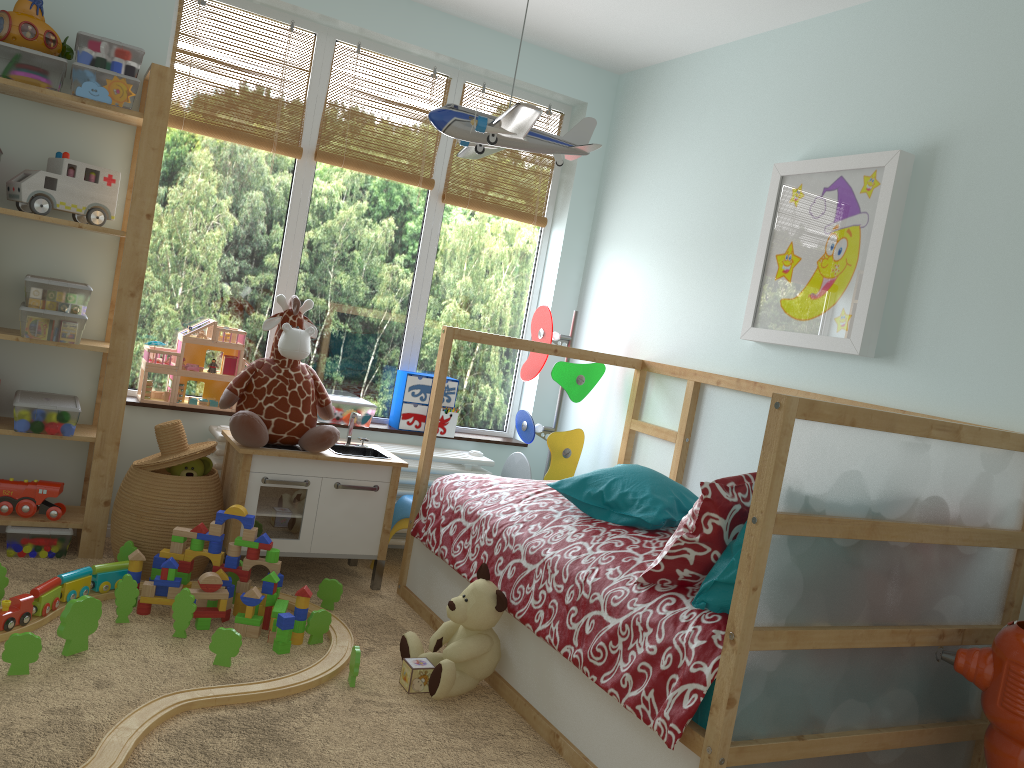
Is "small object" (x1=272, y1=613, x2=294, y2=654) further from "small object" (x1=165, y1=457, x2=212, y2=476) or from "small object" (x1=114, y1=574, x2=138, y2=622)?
"small object" (x1=165, y1=457, x2=212, y2=476)

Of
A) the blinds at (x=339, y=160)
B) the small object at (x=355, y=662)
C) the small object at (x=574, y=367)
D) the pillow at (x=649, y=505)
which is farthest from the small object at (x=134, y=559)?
the blinds at (x=339, y=160)

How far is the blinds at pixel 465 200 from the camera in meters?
3.8

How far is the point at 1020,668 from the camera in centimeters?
178cm

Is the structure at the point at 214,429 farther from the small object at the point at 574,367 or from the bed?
the bed

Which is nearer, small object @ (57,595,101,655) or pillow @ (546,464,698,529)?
small object @ (57,595,101,655)

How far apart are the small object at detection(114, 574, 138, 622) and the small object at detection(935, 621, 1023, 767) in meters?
2.1 m

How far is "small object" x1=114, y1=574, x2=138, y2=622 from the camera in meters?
2.5

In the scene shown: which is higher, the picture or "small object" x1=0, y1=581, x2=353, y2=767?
the picture

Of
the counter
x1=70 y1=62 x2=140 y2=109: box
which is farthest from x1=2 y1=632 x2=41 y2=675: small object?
x1=70 y1=62 x2=140 y2=109: box
